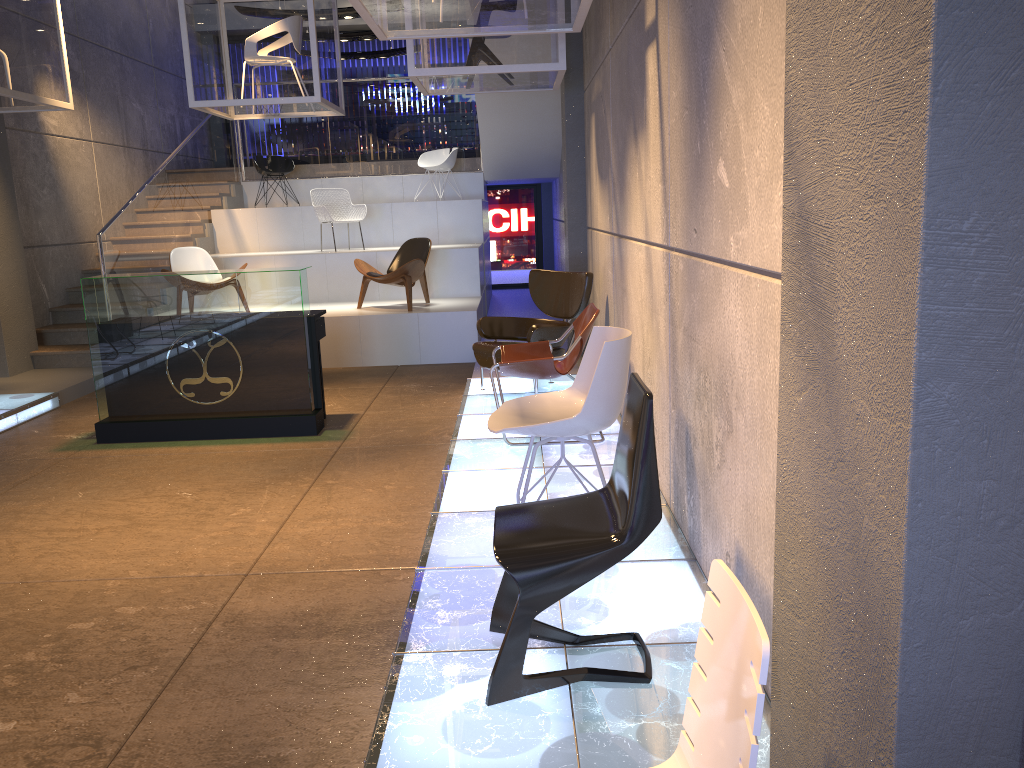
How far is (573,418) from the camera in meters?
Answer: 3.6

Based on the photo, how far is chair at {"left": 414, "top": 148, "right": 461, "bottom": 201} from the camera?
12.7m

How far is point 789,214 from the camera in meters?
1.7

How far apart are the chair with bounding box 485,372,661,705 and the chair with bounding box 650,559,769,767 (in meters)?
0.94

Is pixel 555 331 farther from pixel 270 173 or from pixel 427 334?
pixel 270 173

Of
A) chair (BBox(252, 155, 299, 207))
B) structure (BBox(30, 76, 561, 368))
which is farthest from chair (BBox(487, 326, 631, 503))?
chair (BBox(252, 155, 299, 207))

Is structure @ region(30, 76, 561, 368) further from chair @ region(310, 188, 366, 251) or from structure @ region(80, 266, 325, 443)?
structure @ region(80, 266, 325, 443)

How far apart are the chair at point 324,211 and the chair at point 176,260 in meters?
1.6

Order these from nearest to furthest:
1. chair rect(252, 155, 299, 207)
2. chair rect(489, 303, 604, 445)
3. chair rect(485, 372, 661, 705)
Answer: chair rect(485, 372, 661, 705), chair rect(489, 303, 604, 445), chair rect(252, 155, 299, 207)

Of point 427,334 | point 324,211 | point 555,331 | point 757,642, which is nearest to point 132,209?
point 324,211
